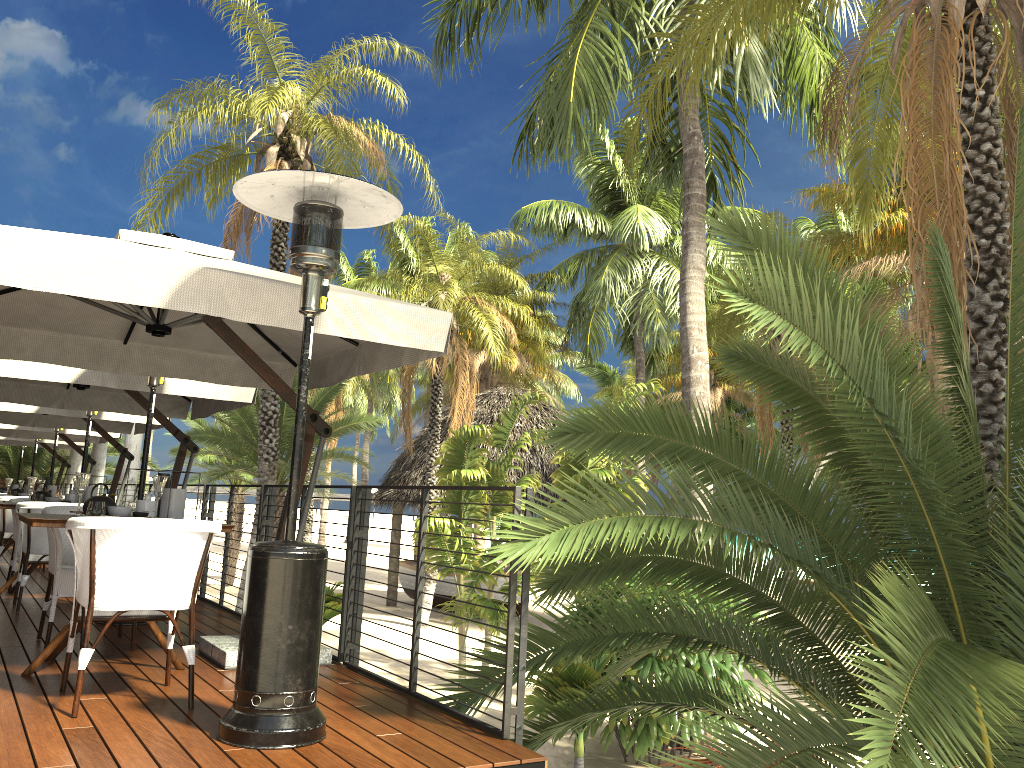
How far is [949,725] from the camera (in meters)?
2.39

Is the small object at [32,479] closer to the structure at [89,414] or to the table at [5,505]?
the table at [5,505]

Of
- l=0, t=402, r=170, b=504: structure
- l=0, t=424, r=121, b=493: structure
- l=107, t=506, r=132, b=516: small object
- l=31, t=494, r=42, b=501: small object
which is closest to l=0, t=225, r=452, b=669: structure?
l=107, t=506, r=132, b=516: small object

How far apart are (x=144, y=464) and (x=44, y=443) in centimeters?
1187cm

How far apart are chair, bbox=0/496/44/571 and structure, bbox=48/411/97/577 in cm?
141

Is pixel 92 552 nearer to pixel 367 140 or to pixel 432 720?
pixel 432 720

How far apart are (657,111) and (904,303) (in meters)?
27.22

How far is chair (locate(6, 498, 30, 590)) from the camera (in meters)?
7.68

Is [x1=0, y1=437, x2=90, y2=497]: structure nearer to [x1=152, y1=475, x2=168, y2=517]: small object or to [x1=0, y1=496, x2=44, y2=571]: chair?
[x1=0, y1=496, x2=44, y2=571]: chair

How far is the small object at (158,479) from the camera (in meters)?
4.50
